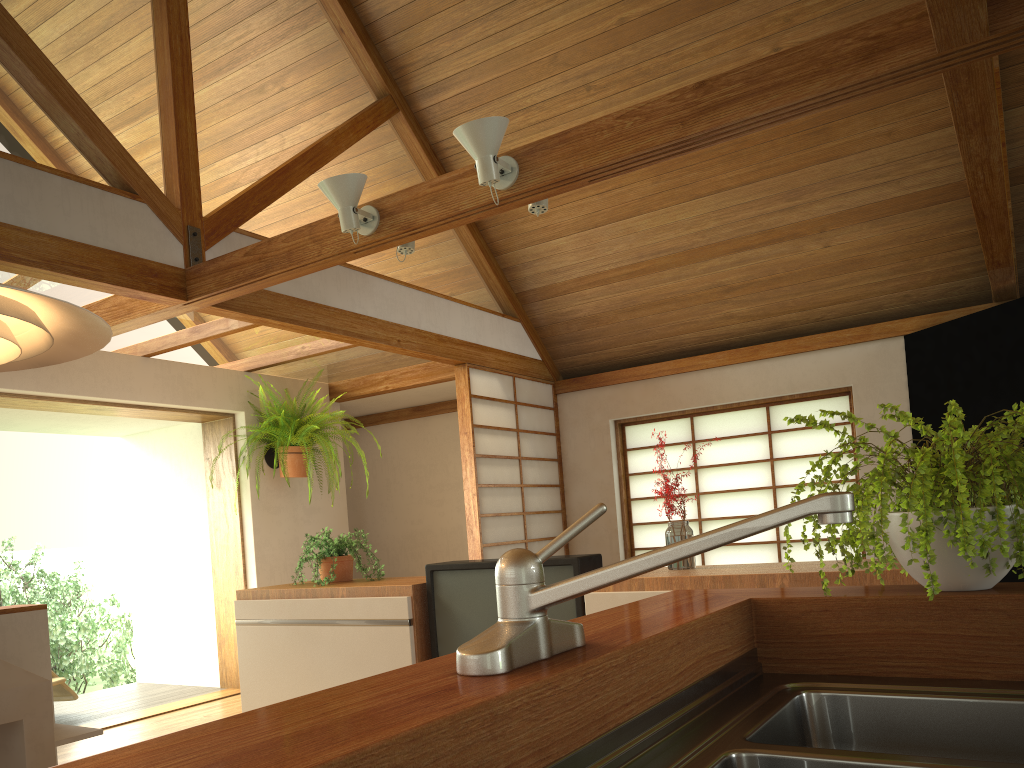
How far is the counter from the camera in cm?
106

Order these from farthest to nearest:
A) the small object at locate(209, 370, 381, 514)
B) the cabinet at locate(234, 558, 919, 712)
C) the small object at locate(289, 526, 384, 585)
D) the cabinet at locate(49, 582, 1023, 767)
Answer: the small object at locate(209, 370, 381, 514) < the small object at locate(289, 526, 384, 585) < the cabinet at locate(234, 558, 919, 712) < the cabinet at locate(49, 582, 1023, 767)

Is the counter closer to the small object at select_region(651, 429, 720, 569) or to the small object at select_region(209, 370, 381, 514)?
the small object at select_region(651, 429, 720, 569)

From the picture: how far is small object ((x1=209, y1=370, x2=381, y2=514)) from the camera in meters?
5.9

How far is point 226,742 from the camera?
0.7m

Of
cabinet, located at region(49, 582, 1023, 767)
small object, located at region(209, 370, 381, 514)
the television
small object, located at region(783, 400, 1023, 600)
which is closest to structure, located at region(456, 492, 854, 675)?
cabinet, located at region(49, 582, 1023, 767)

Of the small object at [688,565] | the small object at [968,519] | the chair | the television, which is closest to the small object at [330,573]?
the television

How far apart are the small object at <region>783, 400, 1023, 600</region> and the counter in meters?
0.1 m

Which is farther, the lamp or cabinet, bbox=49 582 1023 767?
the lamp

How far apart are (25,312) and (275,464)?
4.86m
